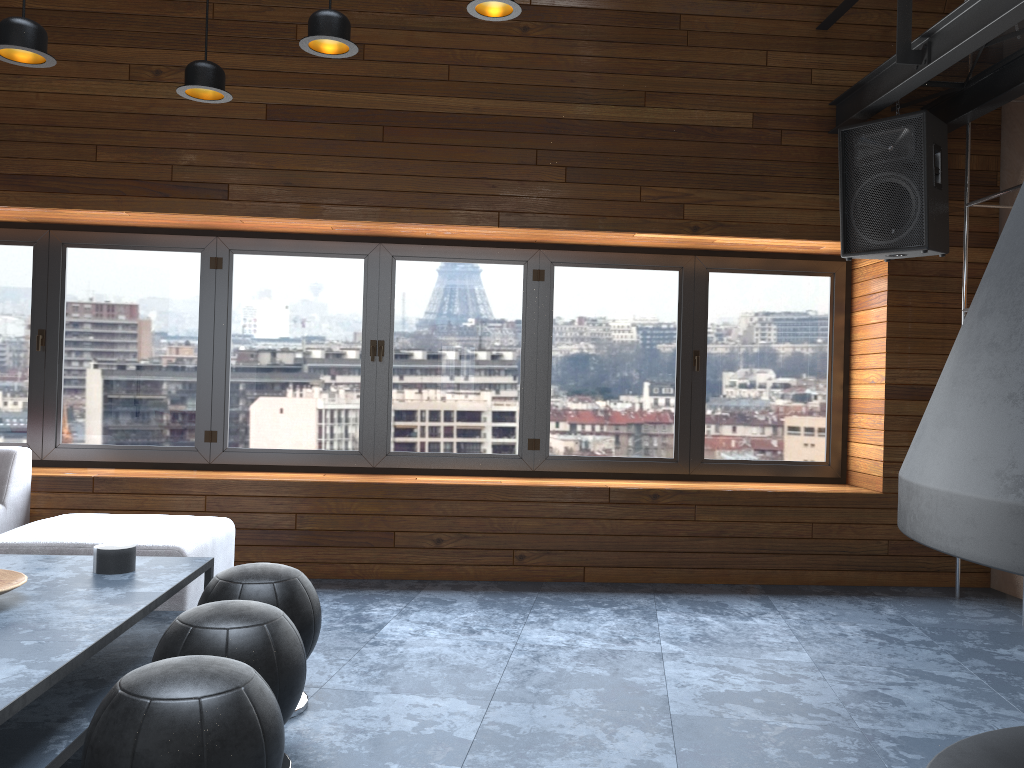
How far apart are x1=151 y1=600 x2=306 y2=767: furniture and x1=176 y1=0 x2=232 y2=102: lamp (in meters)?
2.05

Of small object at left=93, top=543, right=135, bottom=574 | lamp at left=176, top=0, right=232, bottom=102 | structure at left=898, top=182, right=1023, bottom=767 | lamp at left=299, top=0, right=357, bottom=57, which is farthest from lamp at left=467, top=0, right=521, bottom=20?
structure at left=898, top=182, right=1023, bottom=767

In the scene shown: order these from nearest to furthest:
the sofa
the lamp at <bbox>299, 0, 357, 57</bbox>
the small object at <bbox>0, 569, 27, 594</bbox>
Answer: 1. the small object at <bbox>0, 569, 27, 594</bbox>
2. the lamp at <bbox>299, 0, 357, 57</bbox>
3. the sofa

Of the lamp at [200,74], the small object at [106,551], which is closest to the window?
the lamp at [200,74]

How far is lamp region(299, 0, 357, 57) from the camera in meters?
3.1 m

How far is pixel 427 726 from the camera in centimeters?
277cm

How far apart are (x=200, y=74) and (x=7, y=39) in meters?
0.7

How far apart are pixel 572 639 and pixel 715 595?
1.2m

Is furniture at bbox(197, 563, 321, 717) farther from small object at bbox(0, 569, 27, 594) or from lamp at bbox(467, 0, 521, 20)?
lamp at bbox(467, 0, 521, 20)

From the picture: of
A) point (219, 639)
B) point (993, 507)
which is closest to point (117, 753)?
point (219, 639)
